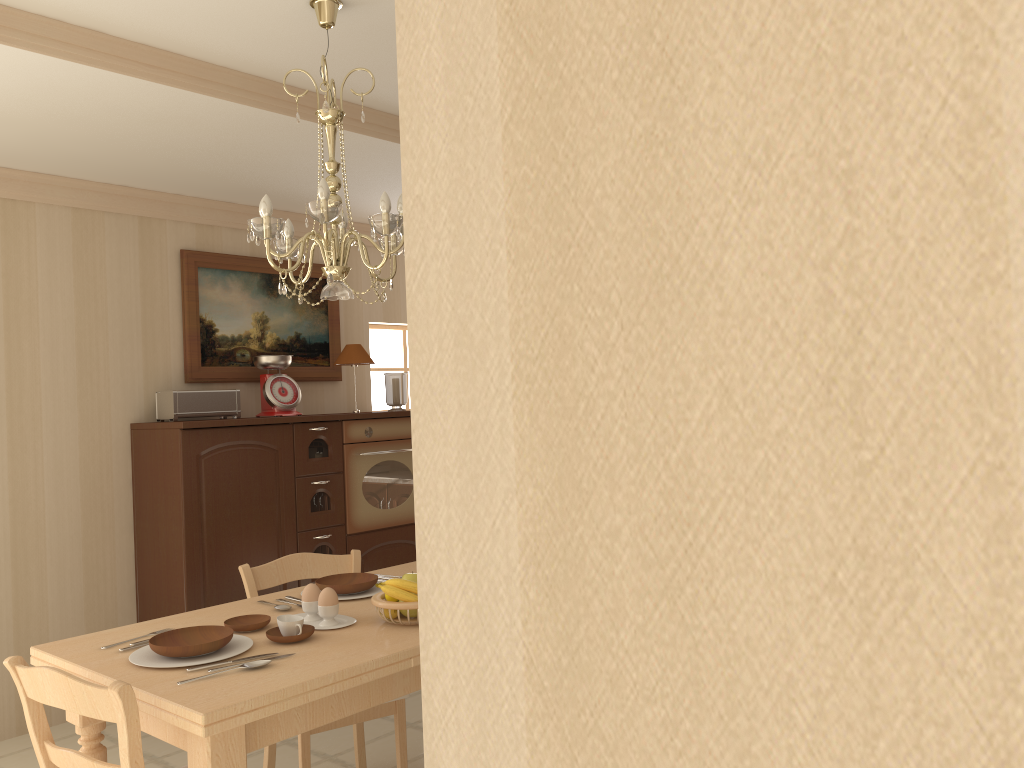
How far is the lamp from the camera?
2.4m

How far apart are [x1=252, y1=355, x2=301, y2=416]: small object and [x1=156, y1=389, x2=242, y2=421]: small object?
0.14m

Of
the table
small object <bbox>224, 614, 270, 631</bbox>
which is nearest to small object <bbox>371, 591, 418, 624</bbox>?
the table

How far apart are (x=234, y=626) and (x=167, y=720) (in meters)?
0.53

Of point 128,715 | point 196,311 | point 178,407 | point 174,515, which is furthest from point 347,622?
point 196,311

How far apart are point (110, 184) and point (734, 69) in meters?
4.6 m

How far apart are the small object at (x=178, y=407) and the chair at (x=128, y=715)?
2.3m

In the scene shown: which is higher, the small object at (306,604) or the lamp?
the lamp

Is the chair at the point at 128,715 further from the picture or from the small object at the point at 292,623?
the picture

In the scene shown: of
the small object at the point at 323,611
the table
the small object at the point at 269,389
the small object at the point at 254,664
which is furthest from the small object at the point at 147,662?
the small object at the point at 269,389
